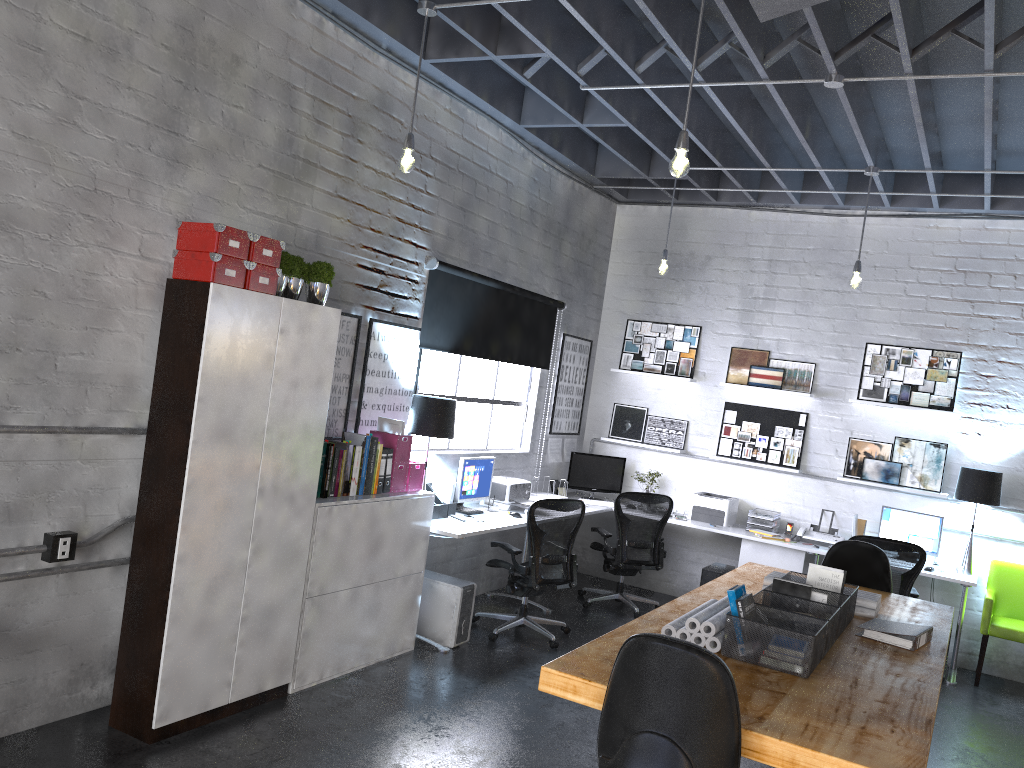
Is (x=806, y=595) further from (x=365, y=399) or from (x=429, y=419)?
(x=365, y=399)

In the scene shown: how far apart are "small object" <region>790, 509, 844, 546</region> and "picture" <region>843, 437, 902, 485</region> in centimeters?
51cm

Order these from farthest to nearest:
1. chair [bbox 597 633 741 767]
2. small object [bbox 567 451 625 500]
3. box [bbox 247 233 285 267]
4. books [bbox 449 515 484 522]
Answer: small object [bbox 567 451 625 500] → books [bbox 449 515 484 522] → box [bbox 247 233 285 267] → chair [bbox 597 633 741 767]

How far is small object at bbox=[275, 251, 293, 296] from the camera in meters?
4.3

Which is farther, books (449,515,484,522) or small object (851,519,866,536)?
small object (851,519,866,536)

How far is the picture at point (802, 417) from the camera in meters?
7.8

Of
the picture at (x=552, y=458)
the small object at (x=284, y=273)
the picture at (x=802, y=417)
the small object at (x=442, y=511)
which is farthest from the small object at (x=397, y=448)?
the picture at (x=802, y=417)

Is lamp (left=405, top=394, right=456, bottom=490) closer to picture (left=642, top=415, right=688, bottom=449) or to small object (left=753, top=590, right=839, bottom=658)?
small object (left=753, top=590, right=839, bottom=658)

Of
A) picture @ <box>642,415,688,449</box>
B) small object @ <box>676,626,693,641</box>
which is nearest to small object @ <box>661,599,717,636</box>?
small object @ <box>676,626,693,641</box>

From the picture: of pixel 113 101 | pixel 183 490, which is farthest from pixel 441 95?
pixel 183 490
